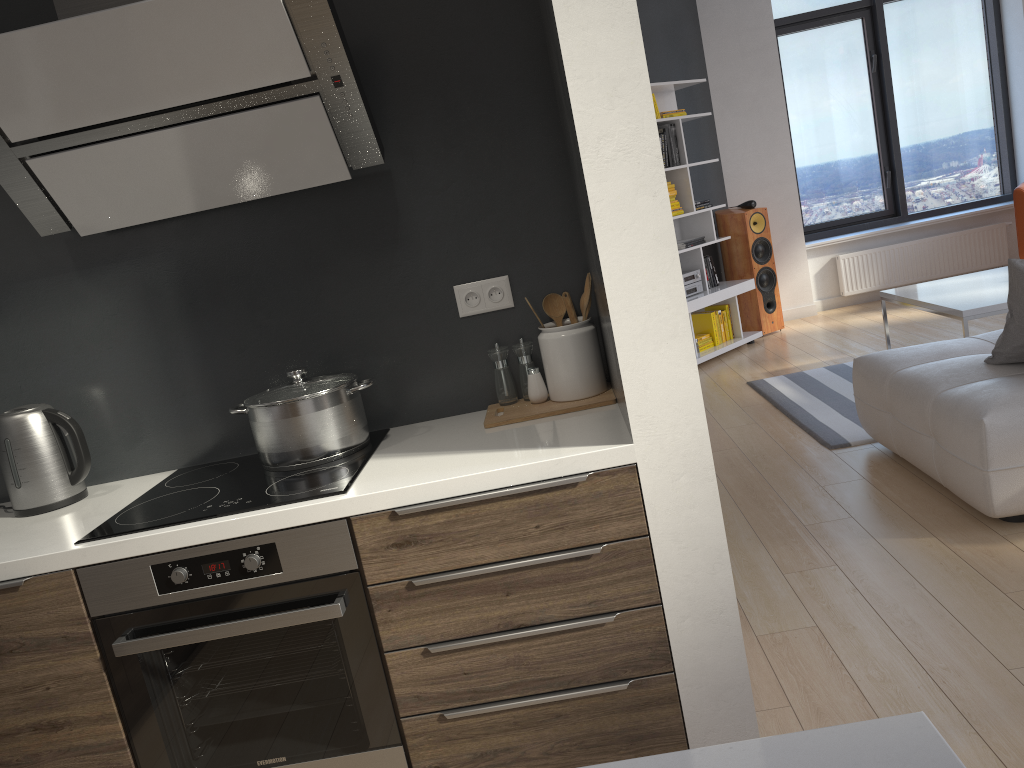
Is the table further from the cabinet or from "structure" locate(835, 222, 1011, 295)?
the cabinet

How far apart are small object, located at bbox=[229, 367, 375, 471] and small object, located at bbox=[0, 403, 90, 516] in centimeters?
41cm

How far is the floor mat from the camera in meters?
4.3

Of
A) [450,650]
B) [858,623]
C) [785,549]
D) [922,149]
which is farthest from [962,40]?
[450,650]

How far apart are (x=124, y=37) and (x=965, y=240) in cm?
732

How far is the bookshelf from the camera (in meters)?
6.51

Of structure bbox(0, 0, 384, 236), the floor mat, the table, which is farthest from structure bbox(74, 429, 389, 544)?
the table

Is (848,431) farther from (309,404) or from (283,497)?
(283,497)

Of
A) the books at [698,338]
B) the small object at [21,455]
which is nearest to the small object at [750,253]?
the books at [698,338]

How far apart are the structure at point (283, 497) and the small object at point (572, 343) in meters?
0.3 m
